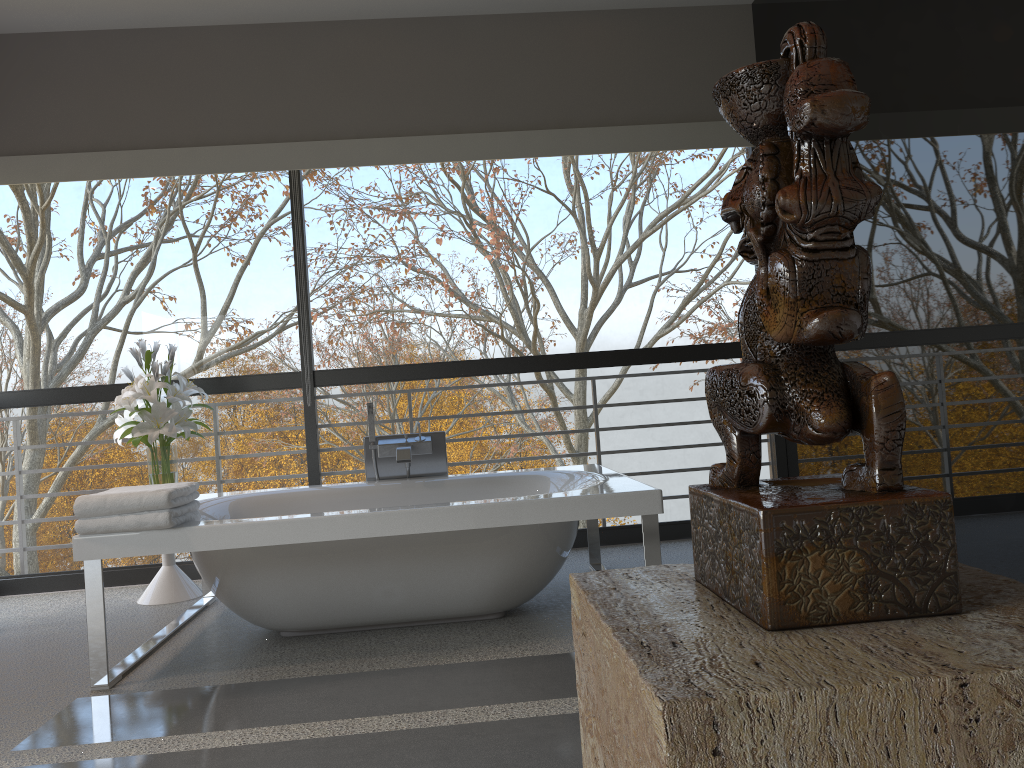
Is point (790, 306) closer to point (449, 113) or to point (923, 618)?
point (923, 618)

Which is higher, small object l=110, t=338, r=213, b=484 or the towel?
small object l=110, t=338, r=213, b=484

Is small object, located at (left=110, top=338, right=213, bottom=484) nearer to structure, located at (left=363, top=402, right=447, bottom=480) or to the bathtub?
the bathtub

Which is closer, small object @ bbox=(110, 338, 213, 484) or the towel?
the towel

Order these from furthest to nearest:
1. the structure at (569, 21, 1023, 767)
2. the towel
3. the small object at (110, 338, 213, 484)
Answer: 1. the small object at (110, 338, 213, 484)
2. the towel
3. the structure at (569, 21, 1023, 767)

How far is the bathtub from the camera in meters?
2.9 m

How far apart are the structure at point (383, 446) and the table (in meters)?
1.00

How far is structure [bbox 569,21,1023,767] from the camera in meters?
0.4 m

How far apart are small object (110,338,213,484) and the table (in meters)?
0.38

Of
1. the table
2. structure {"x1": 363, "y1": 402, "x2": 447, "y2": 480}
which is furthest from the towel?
the table
